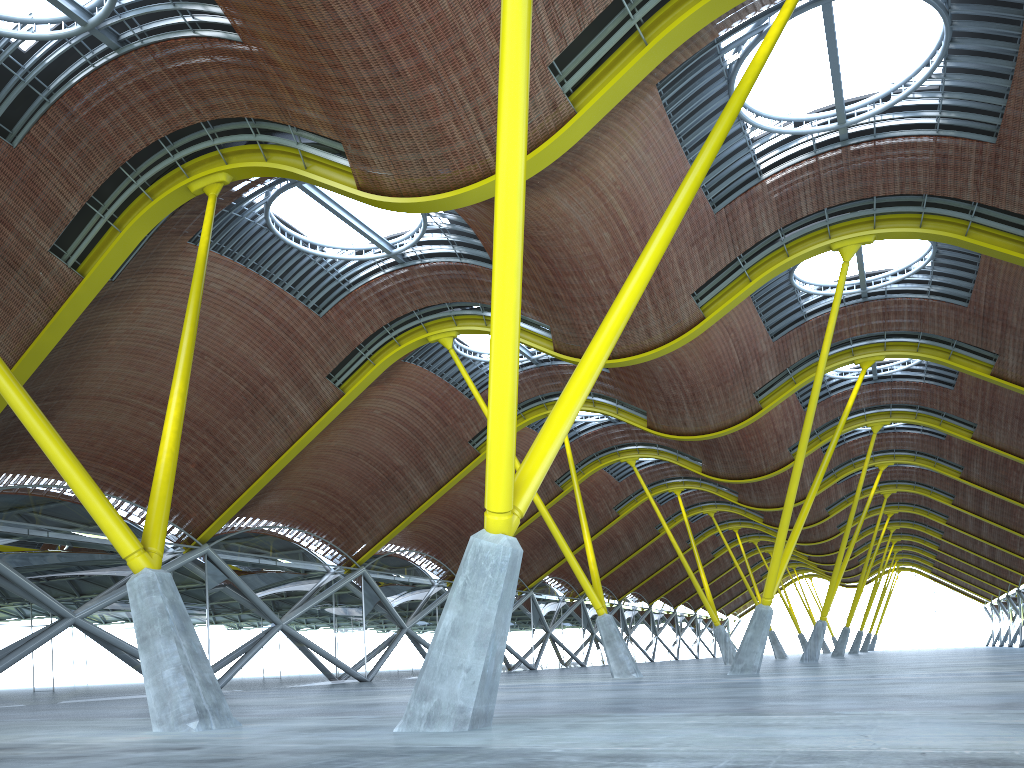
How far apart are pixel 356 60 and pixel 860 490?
40.1m
